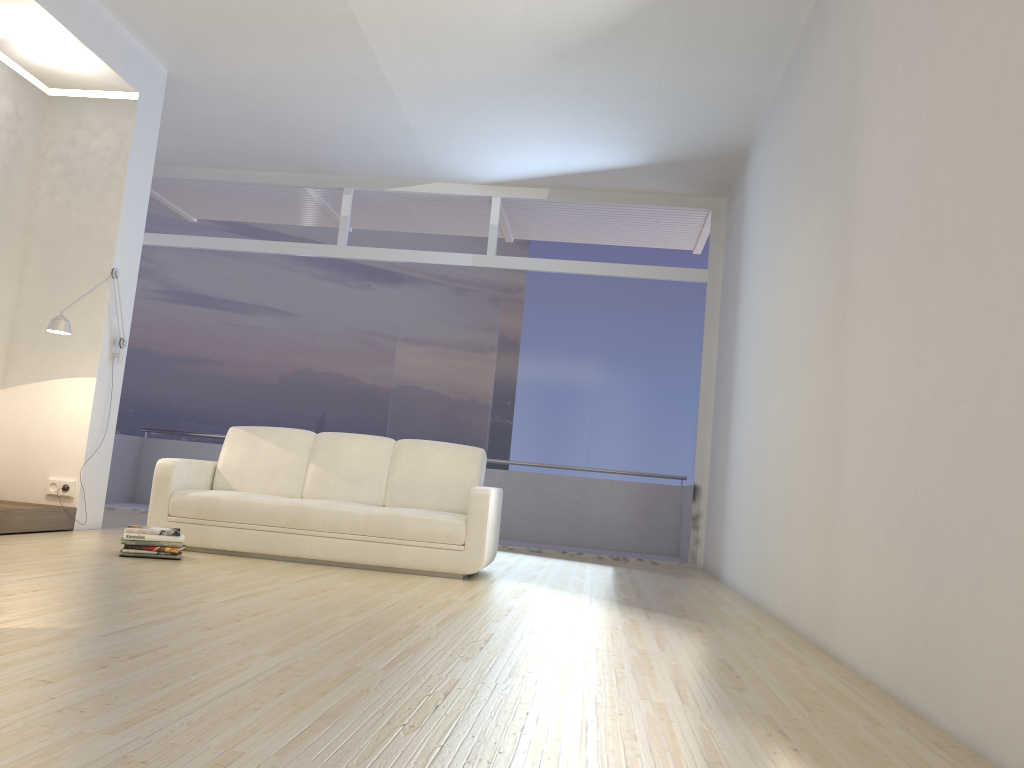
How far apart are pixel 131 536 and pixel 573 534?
4.48m

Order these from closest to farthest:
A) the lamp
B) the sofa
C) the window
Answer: the sofa < the lamp < the window

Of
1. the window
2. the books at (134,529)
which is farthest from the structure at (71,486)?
the window

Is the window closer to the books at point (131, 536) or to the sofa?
the sofa

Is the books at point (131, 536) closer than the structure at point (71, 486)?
Yes

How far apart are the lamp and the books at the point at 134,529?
1.58m

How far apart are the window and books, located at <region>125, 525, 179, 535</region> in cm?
380

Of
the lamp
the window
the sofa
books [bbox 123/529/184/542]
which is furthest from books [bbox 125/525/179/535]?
the window

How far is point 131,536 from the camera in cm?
493

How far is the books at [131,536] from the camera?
4.93m
